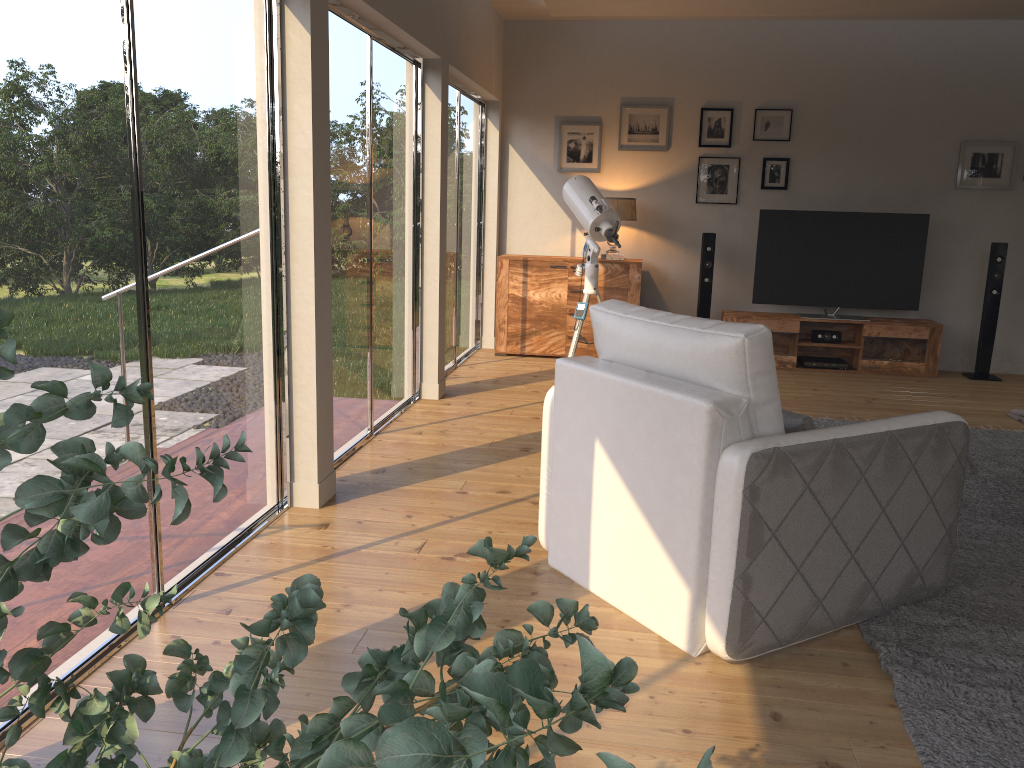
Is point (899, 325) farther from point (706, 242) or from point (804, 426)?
point (804, 426)

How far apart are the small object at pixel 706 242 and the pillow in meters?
4.8

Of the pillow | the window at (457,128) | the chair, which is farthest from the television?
the pillow

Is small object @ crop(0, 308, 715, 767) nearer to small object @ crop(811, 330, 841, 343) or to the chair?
the chair

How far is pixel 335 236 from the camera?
4.1m

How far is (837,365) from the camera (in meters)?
7.28

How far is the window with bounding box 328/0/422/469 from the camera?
4.20m

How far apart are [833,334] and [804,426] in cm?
496

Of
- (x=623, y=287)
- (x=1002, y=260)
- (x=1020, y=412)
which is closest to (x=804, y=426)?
(x=1020, y=412)

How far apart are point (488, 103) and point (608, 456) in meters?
5.4 m
